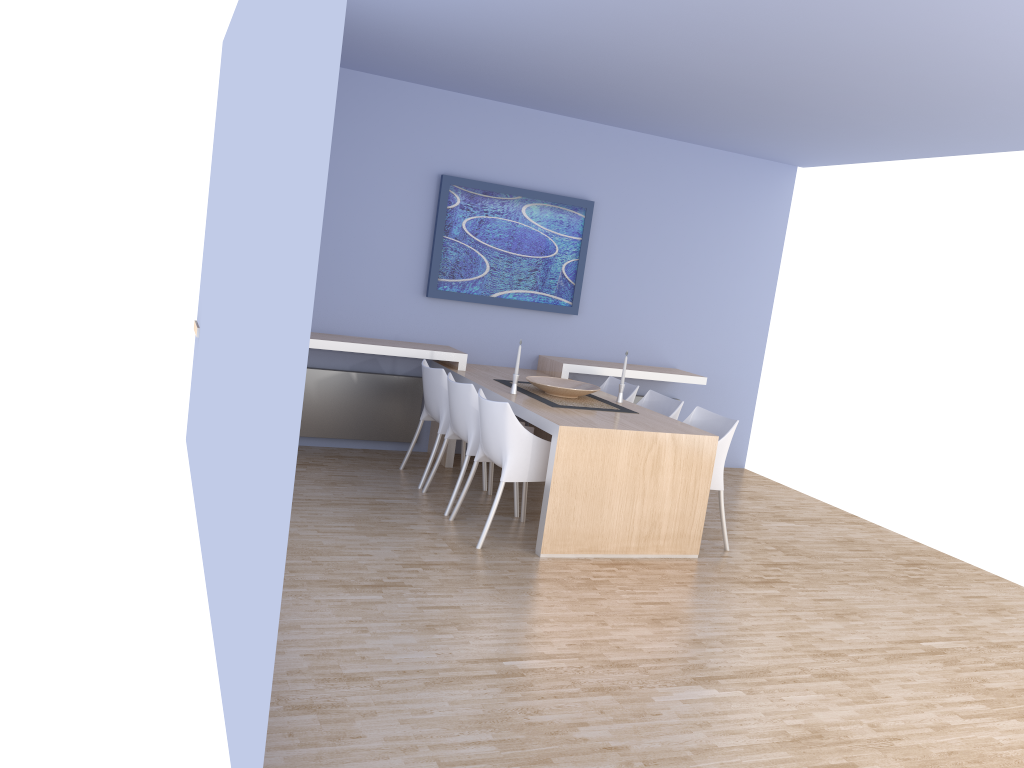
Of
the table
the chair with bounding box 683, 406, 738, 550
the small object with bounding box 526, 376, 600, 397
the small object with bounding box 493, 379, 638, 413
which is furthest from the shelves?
the chair with bounding box 683, 406, 738, 550

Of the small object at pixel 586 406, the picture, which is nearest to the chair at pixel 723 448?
the small object at pixel 586 406

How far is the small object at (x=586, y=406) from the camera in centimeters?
544cm

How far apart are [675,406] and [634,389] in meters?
0.6 m

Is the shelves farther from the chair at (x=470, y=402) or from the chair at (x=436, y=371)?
the chair at (x=470, y=402)

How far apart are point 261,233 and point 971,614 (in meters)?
4.17

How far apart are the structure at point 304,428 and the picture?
0.65m

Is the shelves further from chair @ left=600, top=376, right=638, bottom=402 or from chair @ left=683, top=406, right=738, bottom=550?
chair @ left=683, top=406, right=738, bottom=550

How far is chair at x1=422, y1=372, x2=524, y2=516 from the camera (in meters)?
5.24

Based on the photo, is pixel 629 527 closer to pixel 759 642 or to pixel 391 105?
pixel 759 642
